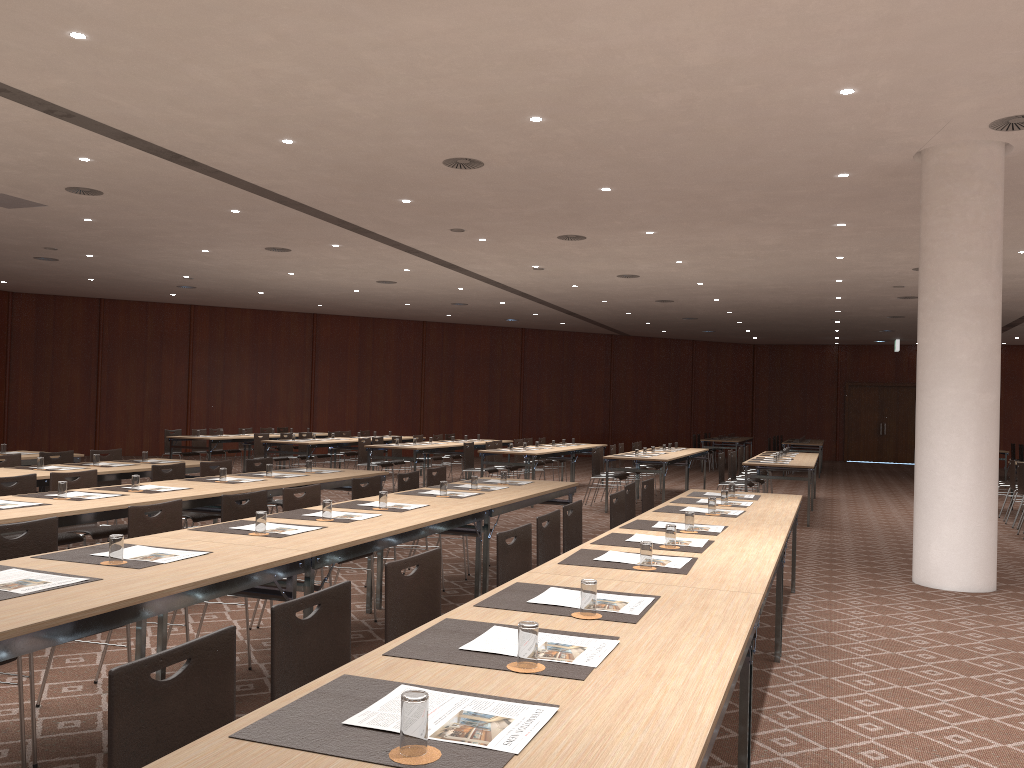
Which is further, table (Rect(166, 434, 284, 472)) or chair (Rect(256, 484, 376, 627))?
table (Rect(166, 434, 284, 472))

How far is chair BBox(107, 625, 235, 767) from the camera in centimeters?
191cm

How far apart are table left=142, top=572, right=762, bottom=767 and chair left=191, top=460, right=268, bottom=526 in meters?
5.5 m

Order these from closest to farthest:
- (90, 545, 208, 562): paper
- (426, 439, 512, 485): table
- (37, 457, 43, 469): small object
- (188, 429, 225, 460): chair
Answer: (90, 545, 208, 562): paper, (37, 457, 43, 469): small object, (426, 439, 512, 485): table, (188, 429, 225, 460): chair

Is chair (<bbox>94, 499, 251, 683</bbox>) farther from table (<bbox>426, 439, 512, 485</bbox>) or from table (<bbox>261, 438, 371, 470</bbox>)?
table (<bbox>426, 439, 512, 485</bbox>)

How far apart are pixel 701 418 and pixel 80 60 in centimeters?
2596cm

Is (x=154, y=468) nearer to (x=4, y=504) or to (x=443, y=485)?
(x=4, y=504)

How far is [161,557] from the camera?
3.8m

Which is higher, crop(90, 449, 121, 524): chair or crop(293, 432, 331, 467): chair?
crop(90, 449, 121, 524): chair

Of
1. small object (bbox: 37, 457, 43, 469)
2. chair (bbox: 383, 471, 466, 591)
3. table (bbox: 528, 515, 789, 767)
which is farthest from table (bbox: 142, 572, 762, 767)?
small object (bbox: 37, 457, 43, 469)
